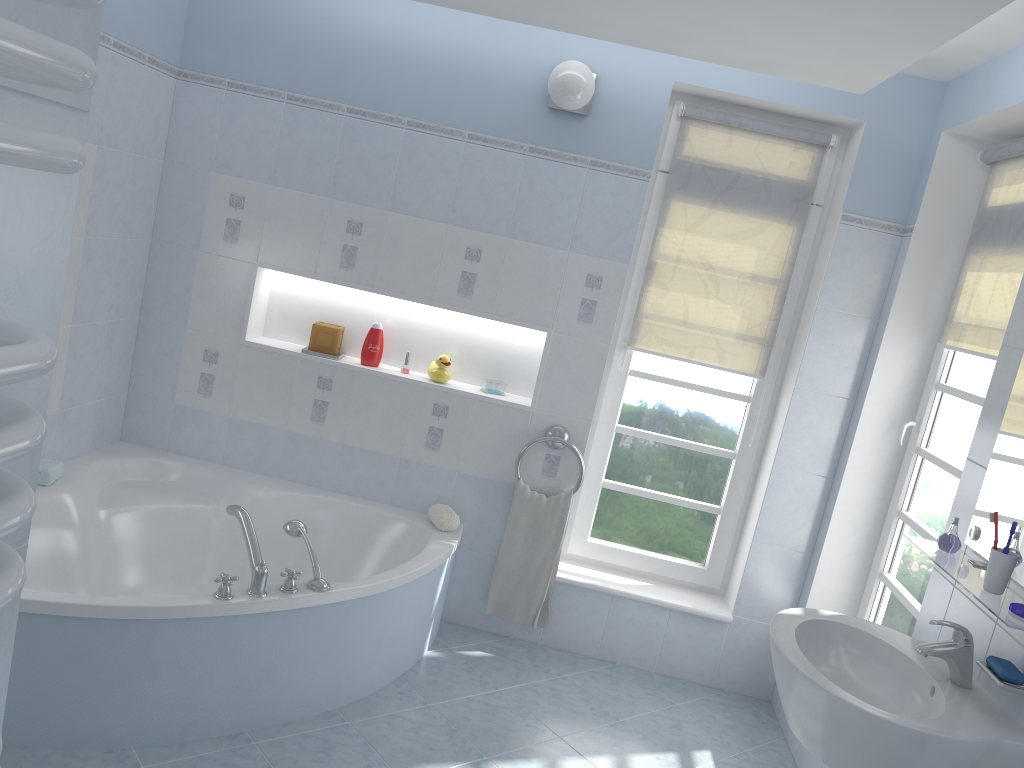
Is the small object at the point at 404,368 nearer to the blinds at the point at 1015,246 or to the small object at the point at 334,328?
the small object at the point at 334,328

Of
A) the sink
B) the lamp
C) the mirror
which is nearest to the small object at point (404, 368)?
the lamp

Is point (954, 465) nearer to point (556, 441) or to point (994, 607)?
point (994, 607)

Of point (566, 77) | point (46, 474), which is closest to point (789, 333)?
point (566, 77)

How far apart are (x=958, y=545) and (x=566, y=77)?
2.09m

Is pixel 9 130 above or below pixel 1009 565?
above

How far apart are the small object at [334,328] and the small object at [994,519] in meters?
2.6 m

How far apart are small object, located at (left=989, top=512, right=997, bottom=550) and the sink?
0.29m

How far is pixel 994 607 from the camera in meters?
1.9

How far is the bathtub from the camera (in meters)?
2.46
